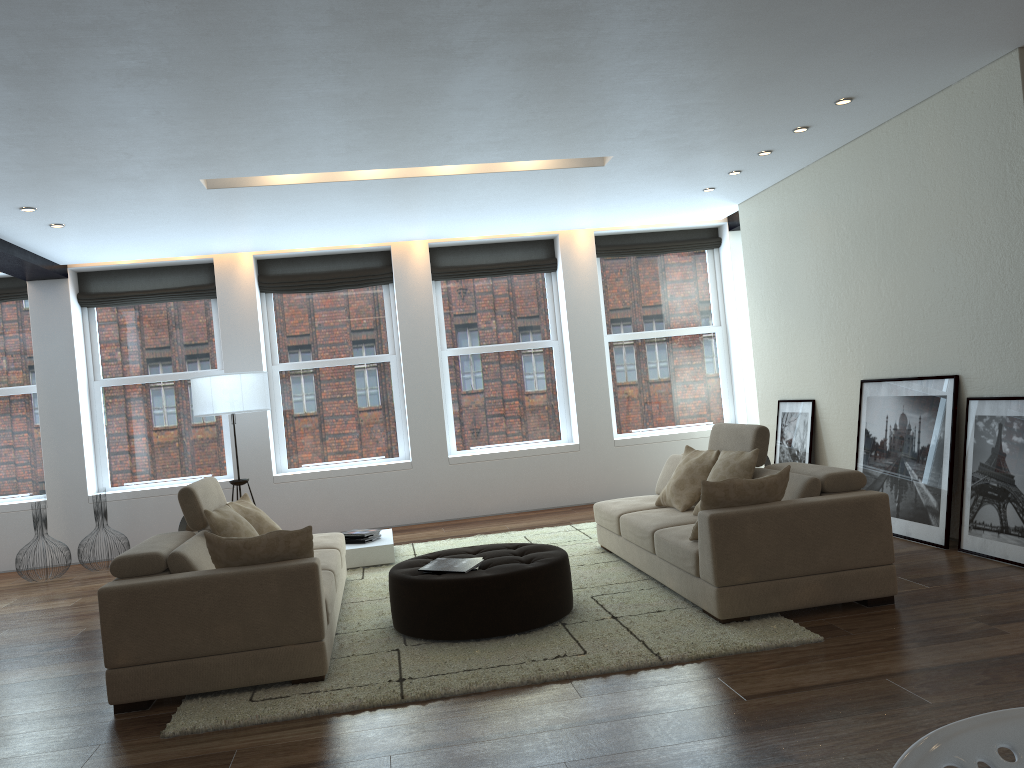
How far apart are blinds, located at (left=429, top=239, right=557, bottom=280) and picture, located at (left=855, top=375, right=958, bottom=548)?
4.0m

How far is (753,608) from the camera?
4.5 meters

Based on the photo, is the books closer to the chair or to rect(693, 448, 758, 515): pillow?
rect(693, 448, 758, 515): pillow

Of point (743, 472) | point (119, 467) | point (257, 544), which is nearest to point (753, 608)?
point (743, 472)

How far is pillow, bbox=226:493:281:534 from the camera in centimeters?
562cm

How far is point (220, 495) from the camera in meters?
5.7

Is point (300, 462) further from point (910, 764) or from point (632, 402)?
point (910, 764)

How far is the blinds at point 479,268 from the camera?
9.85m

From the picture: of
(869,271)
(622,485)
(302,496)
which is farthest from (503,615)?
(622,485)

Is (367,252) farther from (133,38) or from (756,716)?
(756,716)
